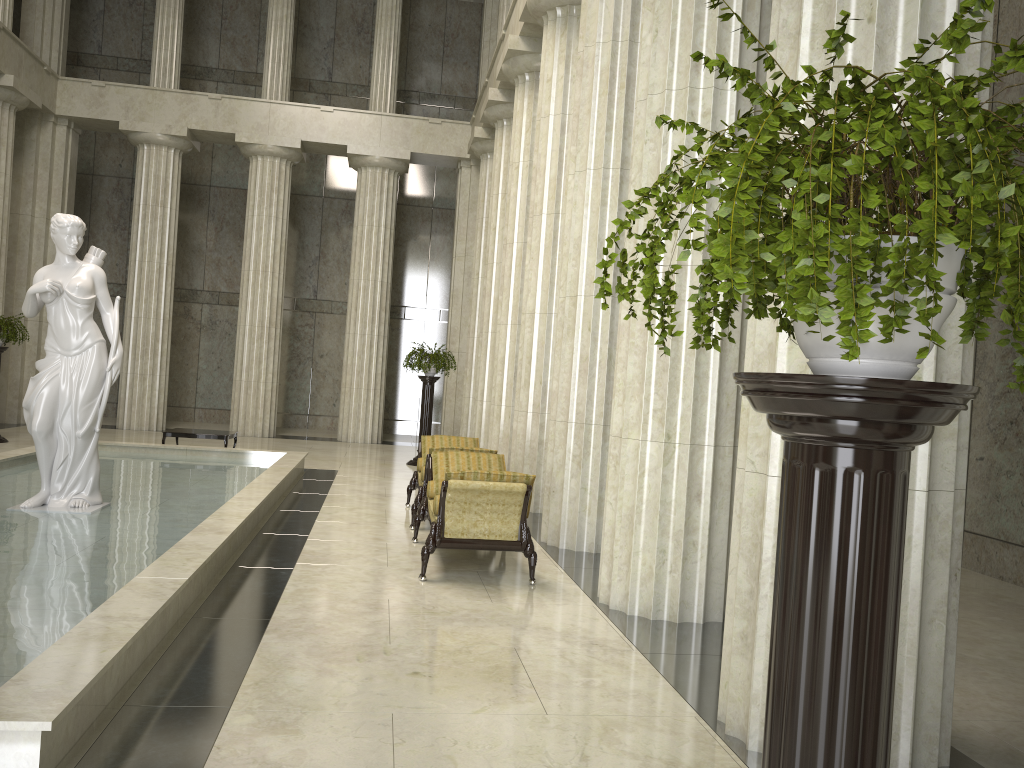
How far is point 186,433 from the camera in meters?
14.8

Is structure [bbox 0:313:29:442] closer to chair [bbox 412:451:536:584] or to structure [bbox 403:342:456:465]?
structure [bbox 403:342:456:465]

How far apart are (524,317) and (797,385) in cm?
1058

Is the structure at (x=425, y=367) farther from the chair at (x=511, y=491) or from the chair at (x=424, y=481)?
the chair at (x=511, y=491)

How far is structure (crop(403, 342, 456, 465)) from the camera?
16.78m

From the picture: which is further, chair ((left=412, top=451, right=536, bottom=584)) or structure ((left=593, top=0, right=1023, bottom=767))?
chair ((left=412, top=451, right=536, bottom=584))

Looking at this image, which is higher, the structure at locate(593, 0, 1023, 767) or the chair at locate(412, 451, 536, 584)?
the structure at locate(593, 0, 1023, 767)

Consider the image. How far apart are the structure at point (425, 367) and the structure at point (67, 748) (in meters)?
3.18

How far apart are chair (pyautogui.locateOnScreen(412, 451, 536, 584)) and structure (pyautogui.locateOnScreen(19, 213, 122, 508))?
3.2 meters

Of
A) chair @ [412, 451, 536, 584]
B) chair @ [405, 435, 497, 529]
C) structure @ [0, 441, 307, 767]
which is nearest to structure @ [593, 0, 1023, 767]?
structure @ [0, 441, 307, 767]
